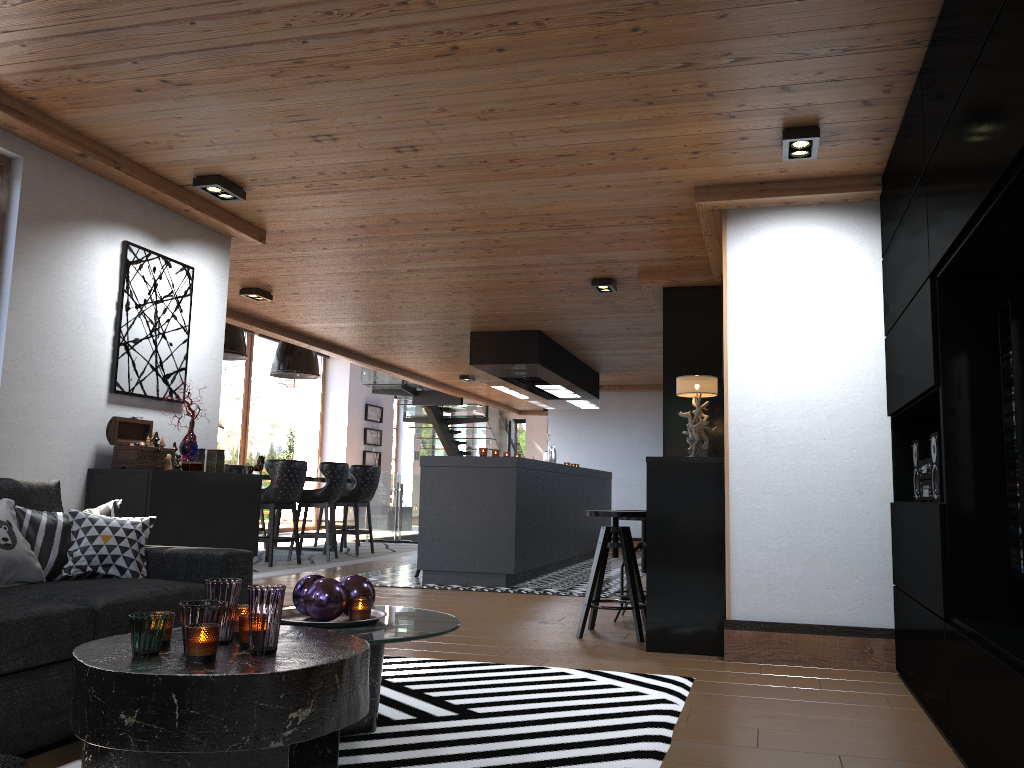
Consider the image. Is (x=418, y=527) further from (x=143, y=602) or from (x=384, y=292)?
(x=143, y=602)

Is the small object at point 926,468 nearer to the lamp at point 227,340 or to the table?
the table

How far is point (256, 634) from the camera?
2.24m

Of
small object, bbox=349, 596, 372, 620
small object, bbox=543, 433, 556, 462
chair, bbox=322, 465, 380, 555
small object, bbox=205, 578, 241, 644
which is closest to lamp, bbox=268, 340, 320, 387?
chair, bbox=322, 465, 380, 555

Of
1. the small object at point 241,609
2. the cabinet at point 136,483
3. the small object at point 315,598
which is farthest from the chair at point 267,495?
the small object at point 241,609

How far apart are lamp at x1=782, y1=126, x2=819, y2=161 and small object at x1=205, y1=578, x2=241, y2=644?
2.8m

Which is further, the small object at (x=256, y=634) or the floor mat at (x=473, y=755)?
the floor mat at (x=473, y=755)

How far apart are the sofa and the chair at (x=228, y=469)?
7.6m

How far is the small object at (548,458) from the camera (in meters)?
11.17

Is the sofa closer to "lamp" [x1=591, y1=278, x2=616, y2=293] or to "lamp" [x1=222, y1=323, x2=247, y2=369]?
"lamp" [x1=591, y1=278, x2=616, y2=293]
